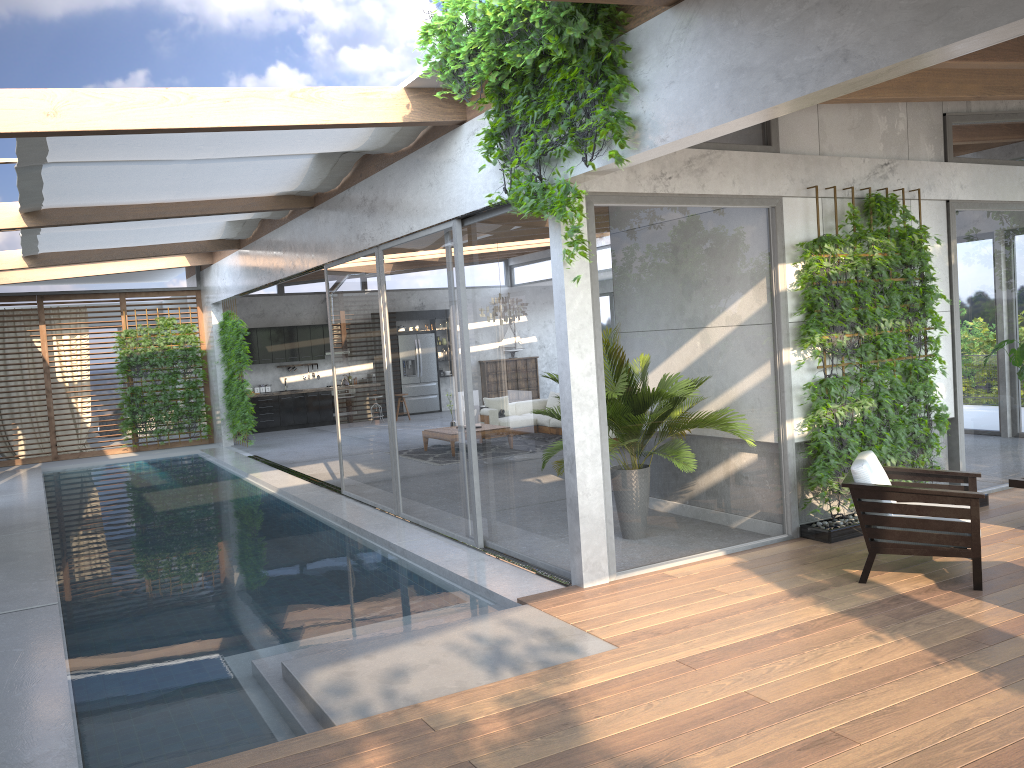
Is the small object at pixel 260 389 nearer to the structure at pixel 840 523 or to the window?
the window

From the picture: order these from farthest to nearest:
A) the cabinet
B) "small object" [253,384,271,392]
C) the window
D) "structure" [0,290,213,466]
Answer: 1. "small object" [253,384,271,392]
2. the cabinet
3. "structure" [0,290,213,466]
4. the window

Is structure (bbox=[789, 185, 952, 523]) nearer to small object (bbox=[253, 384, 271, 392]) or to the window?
the window

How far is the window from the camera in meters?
6.2 m

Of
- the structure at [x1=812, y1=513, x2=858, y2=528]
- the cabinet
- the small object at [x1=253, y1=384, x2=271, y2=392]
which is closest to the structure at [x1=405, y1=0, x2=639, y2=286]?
the structure at [x1=812, y1=513, x2=858, y2=528]

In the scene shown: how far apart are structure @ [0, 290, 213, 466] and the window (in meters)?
0.14

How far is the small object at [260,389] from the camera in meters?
19.8 m

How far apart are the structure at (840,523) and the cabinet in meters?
14.8

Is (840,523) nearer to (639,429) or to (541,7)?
(639,429)

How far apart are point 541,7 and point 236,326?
12.0 meters
